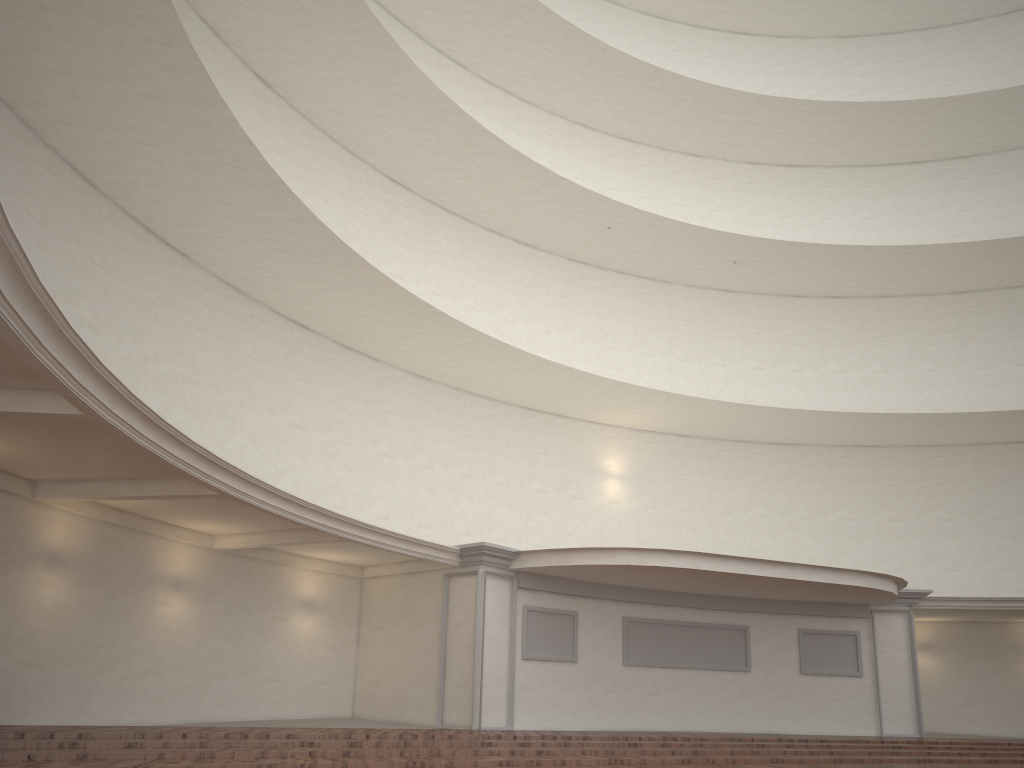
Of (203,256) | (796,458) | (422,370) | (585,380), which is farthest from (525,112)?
(203,256)
